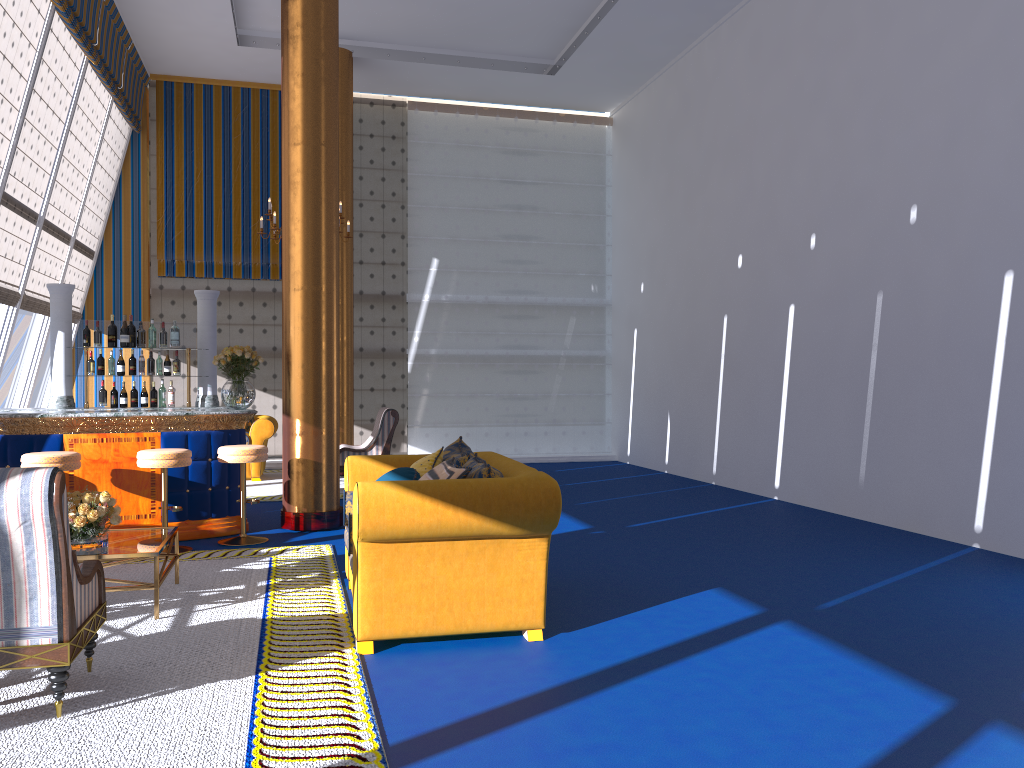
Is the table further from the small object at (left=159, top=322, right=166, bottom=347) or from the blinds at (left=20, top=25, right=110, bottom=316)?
the blinds at (left=20, top=25, right=110, bottom=316)

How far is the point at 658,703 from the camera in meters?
3.5 m

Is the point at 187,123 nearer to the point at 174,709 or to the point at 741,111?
the point at 741,111

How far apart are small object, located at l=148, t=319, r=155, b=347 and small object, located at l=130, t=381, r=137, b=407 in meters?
0.5 m

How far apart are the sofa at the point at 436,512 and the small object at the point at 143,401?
3.6m

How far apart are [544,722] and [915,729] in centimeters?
137cm

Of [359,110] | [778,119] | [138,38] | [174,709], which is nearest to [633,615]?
[174,709]

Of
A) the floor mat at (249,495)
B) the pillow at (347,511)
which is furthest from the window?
the pillow at (347,511)

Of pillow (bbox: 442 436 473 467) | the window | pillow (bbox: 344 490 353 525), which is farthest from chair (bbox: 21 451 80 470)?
the window

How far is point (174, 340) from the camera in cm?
839
